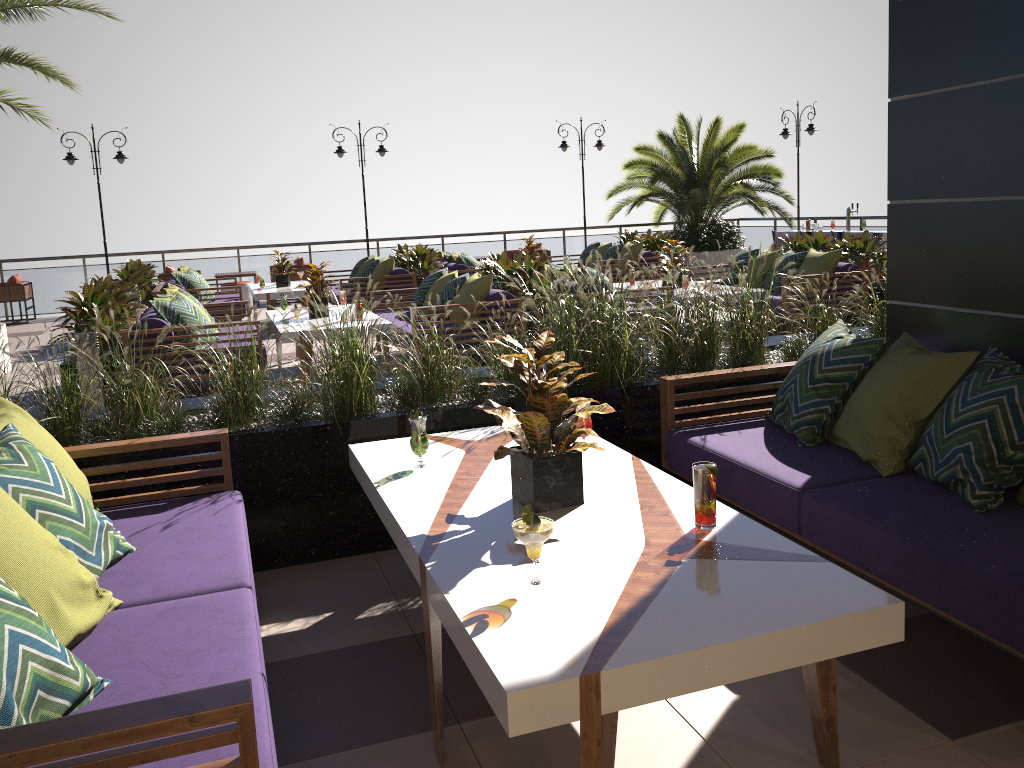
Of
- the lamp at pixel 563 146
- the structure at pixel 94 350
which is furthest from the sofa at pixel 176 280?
the lamp at pixel 563 146

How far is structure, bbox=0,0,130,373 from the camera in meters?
8.8 m

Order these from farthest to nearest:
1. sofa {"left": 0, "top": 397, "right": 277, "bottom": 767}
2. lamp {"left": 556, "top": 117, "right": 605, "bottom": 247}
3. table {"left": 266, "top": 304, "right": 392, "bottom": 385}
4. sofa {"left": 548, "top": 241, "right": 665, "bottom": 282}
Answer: lamp {"left": 556, "top": 117, "right": 605, "bottom": 247}
sofa {"left": 548, "top": 241, "right": 665, "bottom": 282}
table {"left": 266, "top": 304, "right": 392, "bottom": 385}
sofa {"left": 0, "top": 397, "right": 277, "bottom": 767}

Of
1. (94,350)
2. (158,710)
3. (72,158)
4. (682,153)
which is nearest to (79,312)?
(94,350)

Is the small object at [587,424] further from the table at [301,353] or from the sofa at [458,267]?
the sofa at [458,267]

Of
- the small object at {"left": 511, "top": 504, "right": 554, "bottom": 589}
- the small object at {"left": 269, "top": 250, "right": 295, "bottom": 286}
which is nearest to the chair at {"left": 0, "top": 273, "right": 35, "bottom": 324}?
the small object at {"left": 269, "top": 250, "right": 295, "bottom": 286}

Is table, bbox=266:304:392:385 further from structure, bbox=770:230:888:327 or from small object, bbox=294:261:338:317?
structure, bbox=770:230:888:327

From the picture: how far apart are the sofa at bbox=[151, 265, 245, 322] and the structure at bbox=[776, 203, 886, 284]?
8.8 meters

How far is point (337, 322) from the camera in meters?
4.1 m

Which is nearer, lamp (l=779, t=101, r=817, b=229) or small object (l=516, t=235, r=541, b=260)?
small object (l=516, t=235, r=541, b=260)
